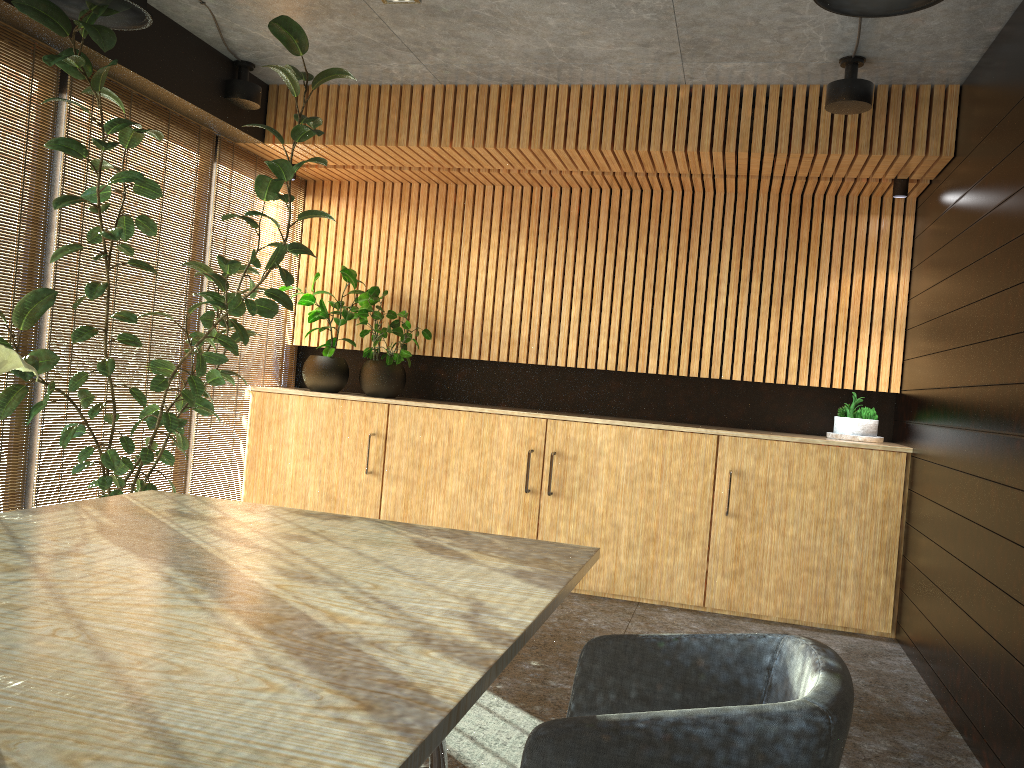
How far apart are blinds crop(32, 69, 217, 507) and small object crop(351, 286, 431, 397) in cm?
130

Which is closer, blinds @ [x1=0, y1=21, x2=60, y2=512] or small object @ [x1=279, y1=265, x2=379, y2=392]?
blinds @ [x1=0, y1=21, x2=60, y2=512]

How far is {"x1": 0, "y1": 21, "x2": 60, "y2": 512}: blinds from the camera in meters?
4.5 m

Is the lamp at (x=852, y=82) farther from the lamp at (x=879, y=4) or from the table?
the table

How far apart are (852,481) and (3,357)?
5.5 meters

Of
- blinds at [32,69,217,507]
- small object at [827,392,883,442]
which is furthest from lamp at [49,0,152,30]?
small object at [827,392,883,442]

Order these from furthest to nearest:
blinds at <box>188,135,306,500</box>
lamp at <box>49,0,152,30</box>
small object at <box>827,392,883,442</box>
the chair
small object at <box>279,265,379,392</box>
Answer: small object at <box>279,265,379,392</box> < blinds at <box>188,135,306,500</box> < small object at <box>827,392,883,442</box> < lamp at <box>49,0,152,30</box> < the chair

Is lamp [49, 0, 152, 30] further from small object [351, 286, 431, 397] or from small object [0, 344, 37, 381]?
small object [0, 344, 37, 381]

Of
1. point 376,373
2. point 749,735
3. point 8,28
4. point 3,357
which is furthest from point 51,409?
point 749,735

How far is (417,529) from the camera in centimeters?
316cm
